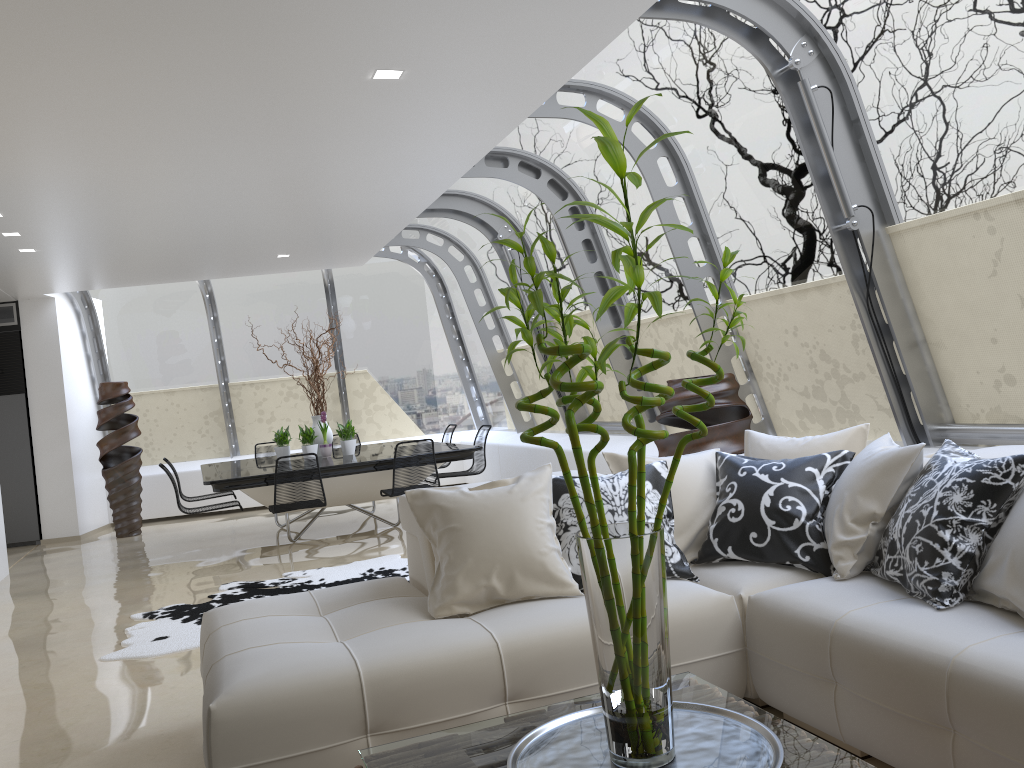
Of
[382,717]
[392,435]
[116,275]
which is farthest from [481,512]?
[392,435]

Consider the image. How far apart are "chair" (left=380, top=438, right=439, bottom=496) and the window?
2.0 meters

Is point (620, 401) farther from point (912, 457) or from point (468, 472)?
point (912, 457)

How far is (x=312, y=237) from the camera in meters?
8.5 m

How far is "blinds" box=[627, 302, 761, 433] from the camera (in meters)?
6.74

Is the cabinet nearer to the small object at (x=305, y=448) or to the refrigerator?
the refrigerator

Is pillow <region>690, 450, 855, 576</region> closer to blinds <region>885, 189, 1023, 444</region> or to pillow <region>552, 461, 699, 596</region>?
pillow <region>552, 461, 699, 596</region>

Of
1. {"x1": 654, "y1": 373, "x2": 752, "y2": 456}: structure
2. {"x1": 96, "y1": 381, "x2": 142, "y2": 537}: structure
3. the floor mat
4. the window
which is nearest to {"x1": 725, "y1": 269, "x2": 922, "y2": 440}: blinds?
the window

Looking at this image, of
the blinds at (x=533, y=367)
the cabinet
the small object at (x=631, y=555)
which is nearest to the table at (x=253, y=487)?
the blinds at (x=533, y=367)

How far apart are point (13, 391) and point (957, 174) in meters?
10.2
